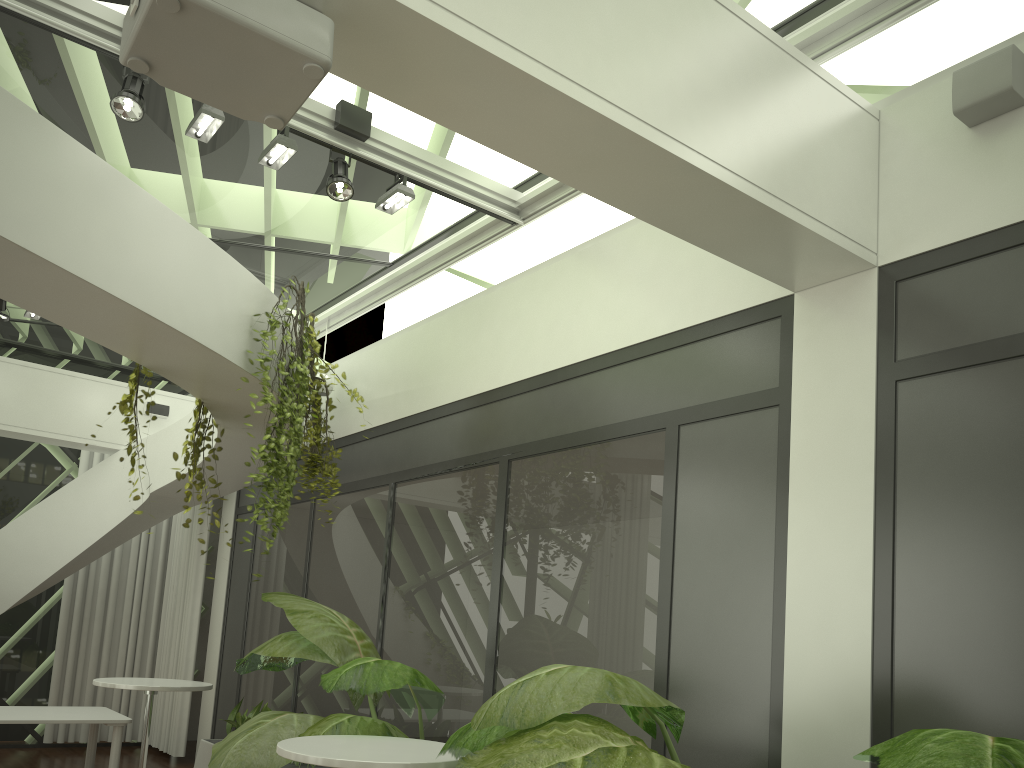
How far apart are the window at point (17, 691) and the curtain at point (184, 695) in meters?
1.2 m

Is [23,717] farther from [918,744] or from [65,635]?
[918,744]

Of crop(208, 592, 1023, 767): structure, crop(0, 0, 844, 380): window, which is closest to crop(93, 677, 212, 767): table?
crop(208, 592, 1023, 767): structure

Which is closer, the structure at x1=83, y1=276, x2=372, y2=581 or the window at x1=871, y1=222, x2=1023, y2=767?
the window at x1=871, y1=222, x2=1023, y2=767

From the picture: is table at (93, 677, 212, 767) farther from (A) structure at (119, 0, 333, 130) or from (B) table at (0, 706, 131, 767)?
(A) structure at (119, 0, 333, 130)

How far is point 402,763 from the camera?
3.3m

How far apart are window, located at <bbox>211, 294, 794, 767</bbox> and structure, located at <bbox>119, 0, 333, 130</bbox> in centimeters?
251cm

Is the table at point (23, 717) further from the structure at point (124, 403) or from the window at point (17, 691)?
the window at point (17, 691)

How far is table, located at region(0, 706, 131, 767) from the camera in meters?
6.8

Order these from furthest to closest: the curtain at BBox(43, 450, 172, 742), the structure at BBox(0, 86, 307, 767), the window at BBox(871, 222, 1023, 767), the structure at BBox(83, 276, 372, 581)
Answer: the curtain at BBox(43, 450, 172, 742), the structure at BBox(83, 276, 372, 581), the structure at BBox(0, 86, 307, 767), the window at BBox(871, 222, 1023, 767)
